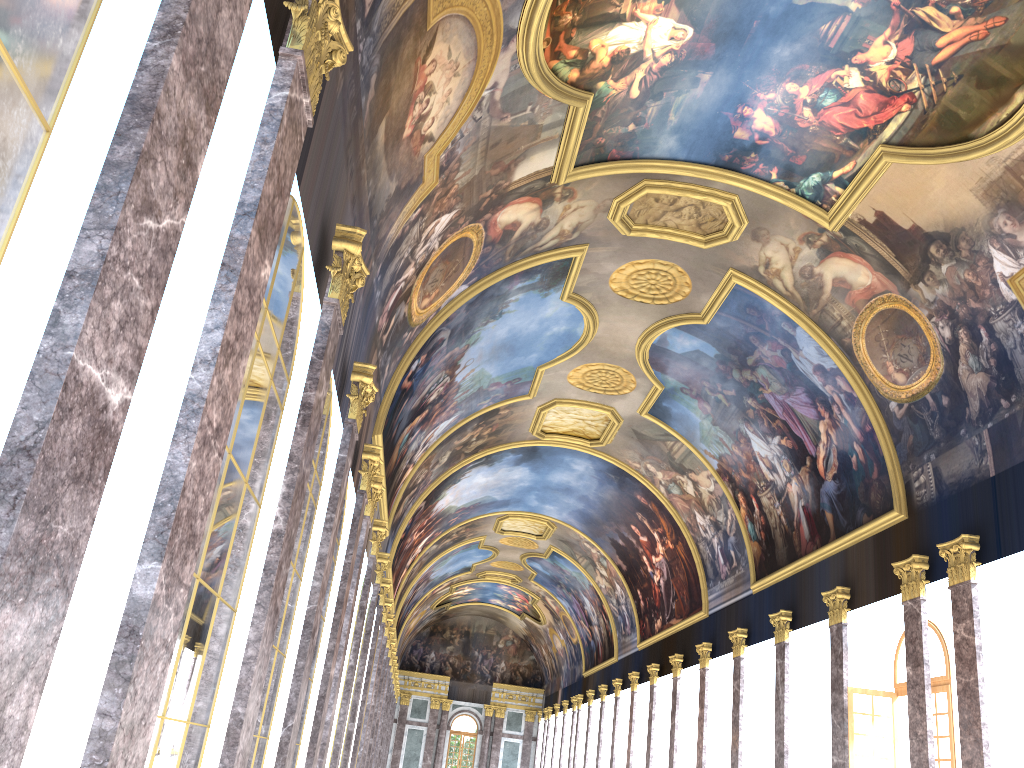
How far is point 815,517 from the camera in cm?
2306
